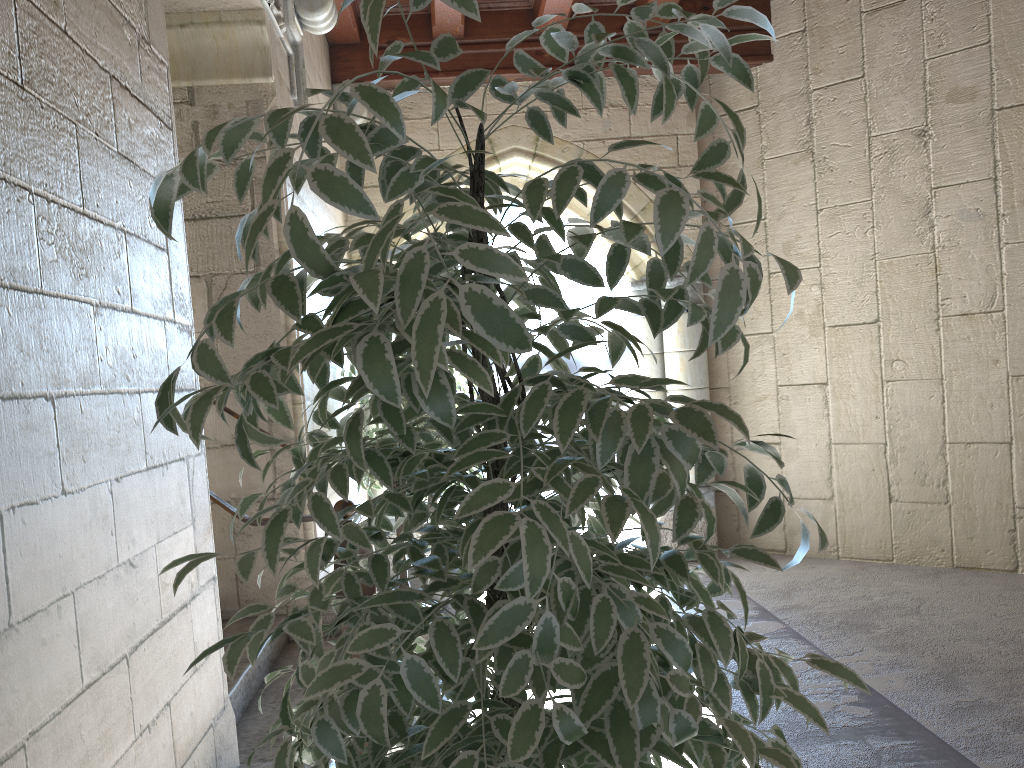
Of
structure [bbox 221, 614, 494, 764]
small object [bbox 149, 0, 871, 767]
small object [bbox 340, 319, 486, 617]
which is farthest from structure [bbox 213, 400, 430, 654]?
small object [bbox 149, 0, 871, 767]

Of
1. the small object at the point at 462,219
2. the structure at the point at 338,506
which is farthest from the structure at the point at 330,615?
the small object at the point at 462,219

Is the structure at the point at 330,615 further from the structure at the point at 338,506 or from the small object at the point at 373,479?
the structure at the point at 338,506

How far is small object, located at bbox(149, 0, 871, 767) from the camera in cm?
73

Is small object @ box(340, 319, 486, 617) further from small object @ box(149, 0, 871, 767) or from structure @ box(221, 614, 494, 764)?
small object @ box(149, 0, 871, 767)

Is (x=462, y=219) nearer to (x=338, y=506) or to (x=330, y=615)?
(x=338, y=506)

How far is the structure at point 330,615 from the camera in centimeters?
323cm

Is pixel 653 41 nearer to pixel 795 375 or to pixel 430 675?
pixel 430 675

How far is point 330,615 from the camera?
3.23m

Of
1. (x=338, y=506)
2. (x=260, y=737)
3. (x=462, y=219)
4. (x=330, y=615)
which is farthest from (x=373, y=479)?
(x=462, y=219)
